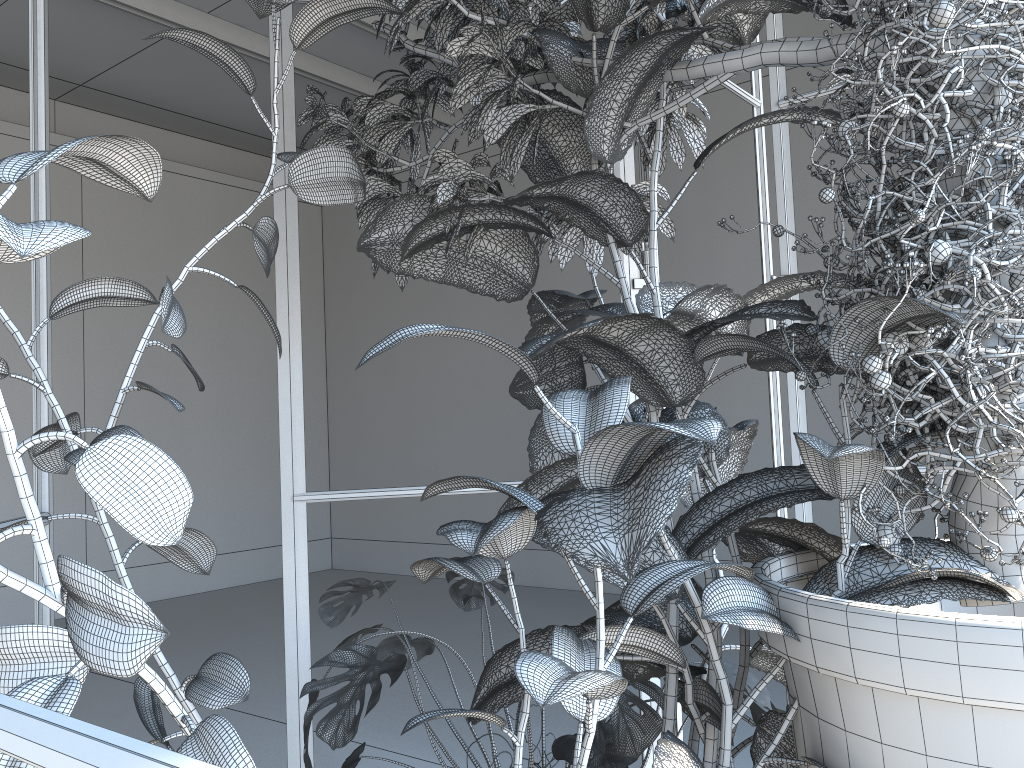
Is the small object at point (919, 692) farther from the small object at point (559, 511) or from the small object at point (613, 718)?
the small object at point (613, 718)

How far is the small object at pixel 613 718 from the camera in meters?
1.4 m

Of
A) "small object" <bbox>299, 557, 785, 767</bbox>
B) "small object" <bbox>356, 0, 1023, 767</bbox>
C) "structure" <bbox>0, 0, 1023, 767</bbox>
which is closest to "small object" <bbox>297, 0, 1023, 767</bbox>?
"small object" <bbox>356, 0, 1023, 767</bbox>

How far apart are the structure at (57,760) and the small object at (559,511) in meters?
0.1 m

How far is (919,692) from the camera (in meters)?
0.81

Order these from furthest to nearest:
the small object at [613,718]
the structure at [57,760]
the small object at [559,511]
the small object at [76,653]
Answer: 1. the small object at [613,718]
2. the small object at [559,511]
3. the small object at [76,653]
4. the structure at [57,760]

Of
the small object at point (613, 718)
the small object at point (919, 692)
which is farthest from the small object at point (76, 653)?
the small object at point (613, 718)

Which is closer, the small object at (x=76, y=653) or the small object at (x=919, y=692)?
the small object at (x=76, y=653)

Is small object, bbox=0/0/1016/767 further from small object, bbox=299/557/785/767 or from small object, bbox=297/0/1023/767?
small object, bbox=299/557/785/767

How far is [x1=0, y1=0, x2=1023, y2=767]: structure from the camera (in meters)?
0.40
